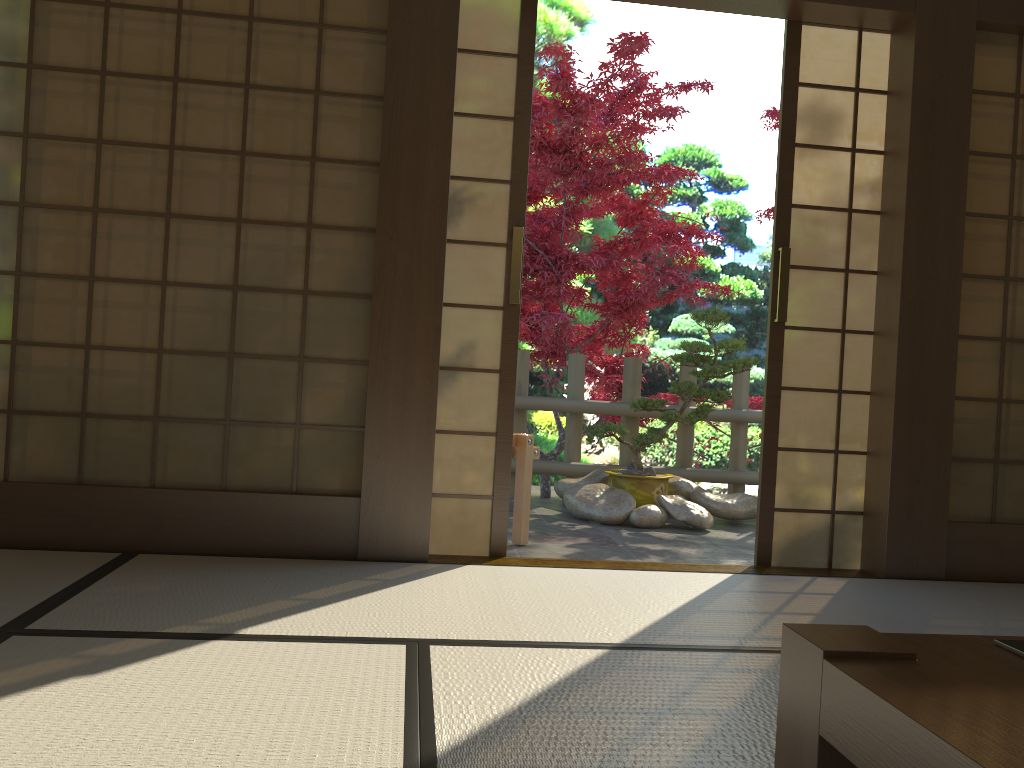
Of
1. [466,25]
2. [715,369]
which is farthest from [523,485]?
[466,25]

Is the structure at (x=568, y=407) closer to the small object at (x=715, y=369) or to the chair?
the small object at (x=715, y=369)

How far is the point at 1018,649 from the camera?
1.2 meters

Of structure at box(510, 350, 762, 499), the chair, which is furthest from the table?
→ structure at box(510, 350, 762, 499)

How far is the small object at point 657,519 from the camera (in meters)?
5.07

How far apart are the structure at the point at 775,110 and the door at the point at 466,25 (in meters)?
4.57

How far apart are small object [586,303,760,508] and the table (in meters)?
4.04

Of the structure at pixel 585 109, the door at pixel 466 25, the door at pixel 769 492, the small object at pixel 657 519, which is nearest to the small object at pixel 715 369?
the small object at pixel 657 519

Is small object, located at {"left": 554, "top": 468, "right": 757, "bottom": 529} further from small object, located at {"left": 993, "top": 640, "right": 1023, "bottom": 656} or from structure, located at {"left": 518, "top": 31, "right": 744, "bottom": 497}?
small object, located at {"left": 993, "top": 640, "right": 1023, "bottom": 656}

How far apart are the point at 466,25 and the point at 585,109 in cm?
245
